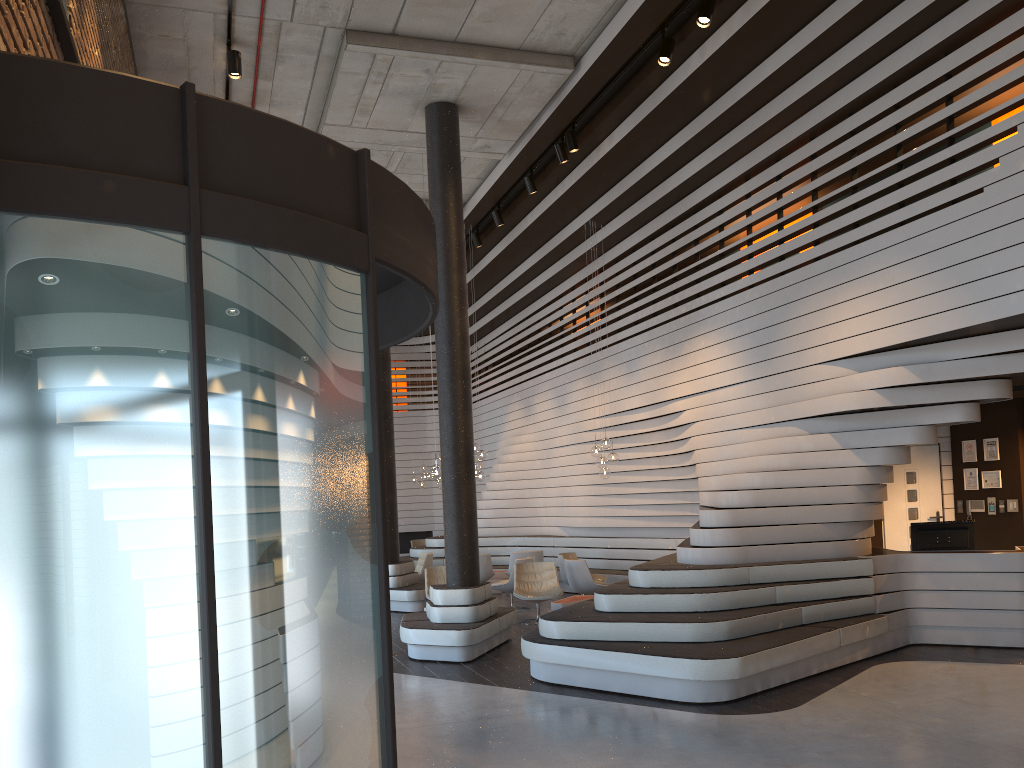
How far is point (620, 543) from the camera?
14.21m

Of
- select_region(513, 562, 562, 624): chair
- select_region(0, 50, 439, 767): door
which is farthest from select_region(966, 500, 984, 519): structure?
select_region(0, 50, 439, 767): door

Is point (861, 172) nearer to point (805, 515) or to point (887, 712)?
point (805, 515)

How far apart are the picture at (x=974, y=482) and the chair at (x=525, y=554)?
6.3m

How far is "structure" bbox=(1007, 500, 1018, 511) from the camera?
10.2m

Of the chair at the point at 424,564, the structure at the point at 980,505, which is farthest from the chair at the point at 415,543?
the structure at the point at 980,505

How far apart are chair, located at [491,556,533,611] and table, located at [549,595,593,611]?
1.9m

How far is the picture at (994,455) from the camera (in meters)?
10.45

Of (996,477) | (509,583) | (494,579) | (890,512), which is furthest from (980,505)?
(494,579)

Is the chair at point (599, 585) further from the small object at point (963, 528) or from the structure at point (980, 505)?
the structure at point (980, 505)
